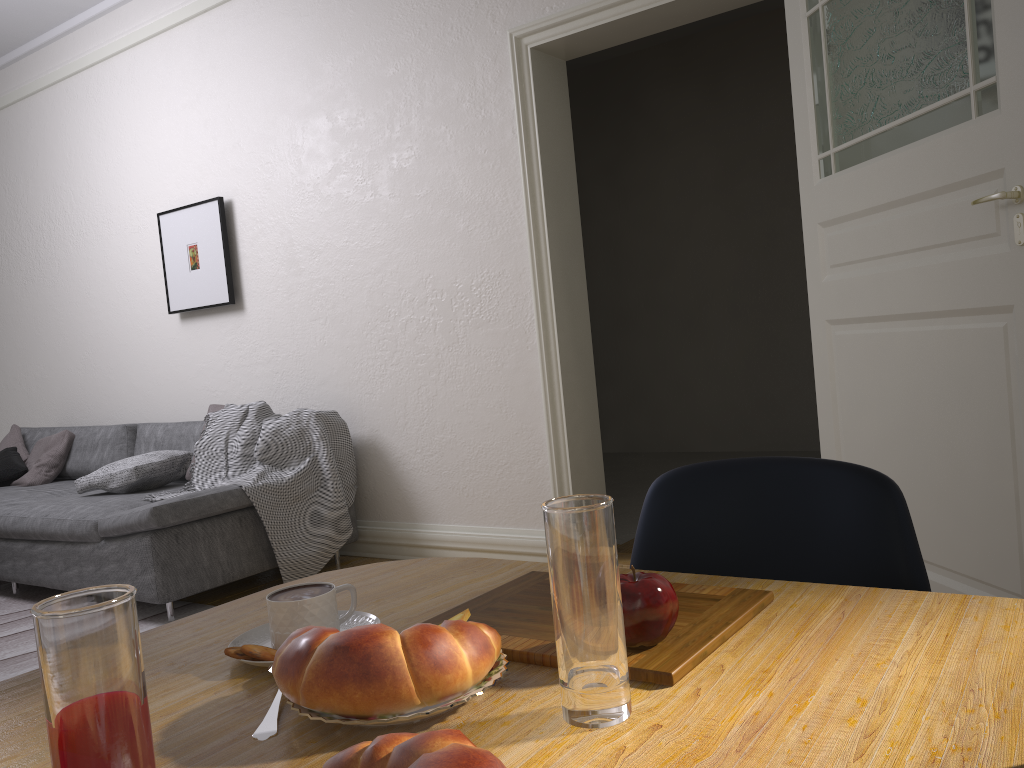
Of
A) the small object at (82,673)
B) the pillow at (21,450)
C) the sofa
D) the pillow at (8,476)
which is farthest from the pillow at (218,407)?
the small object at (82,673)

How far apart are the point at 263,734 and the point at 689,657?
0.3 meters

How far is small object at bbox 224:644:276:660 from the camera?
0.7m

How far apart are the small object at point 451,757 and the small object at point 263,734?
0.2m

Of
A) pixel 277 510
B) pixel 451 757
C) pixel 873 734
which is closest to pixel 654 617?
pixel 873 734

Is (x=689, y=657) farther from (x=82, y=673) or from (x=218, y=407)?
(x=218, y=407)

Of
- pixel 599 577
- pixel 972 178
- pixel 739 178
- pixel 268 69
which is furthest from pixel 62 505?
pixel 739 178

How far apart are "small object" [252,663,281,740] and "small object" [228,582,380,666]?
0.1m

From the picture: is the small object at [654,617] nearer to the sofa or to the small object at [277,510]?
the sofa

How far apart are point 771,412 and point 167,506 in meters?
4.5
